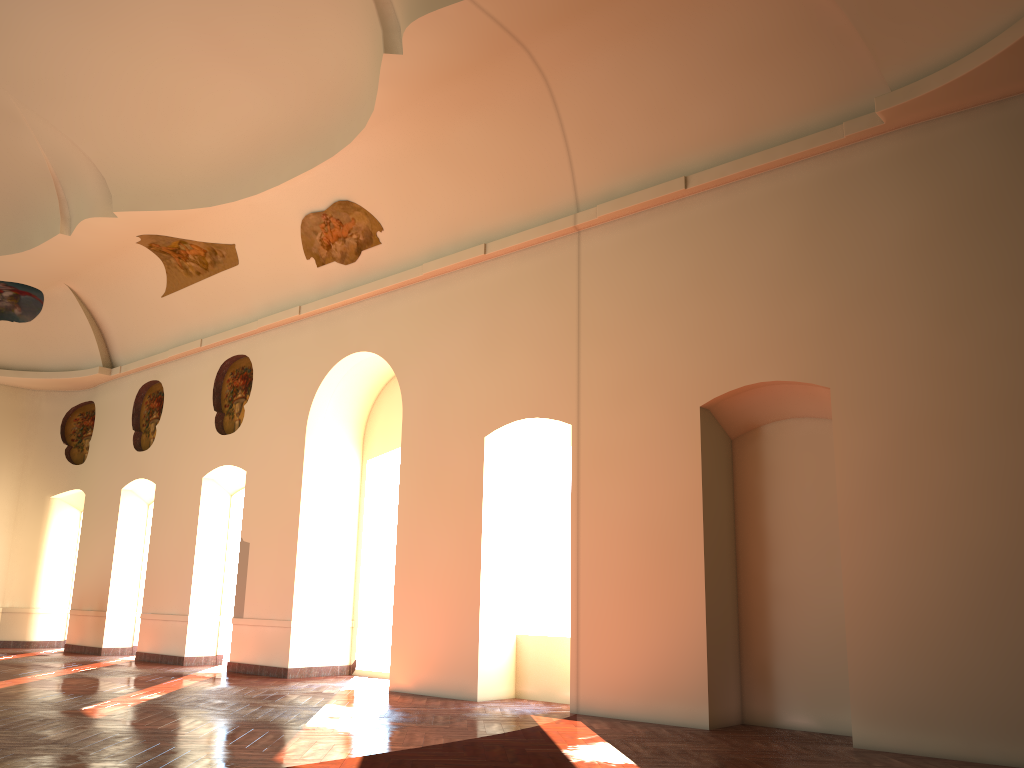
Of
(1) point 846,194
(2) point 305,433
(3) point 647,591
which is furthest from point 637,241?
(2) point 305,433

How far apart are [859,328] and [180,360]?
12.37m
